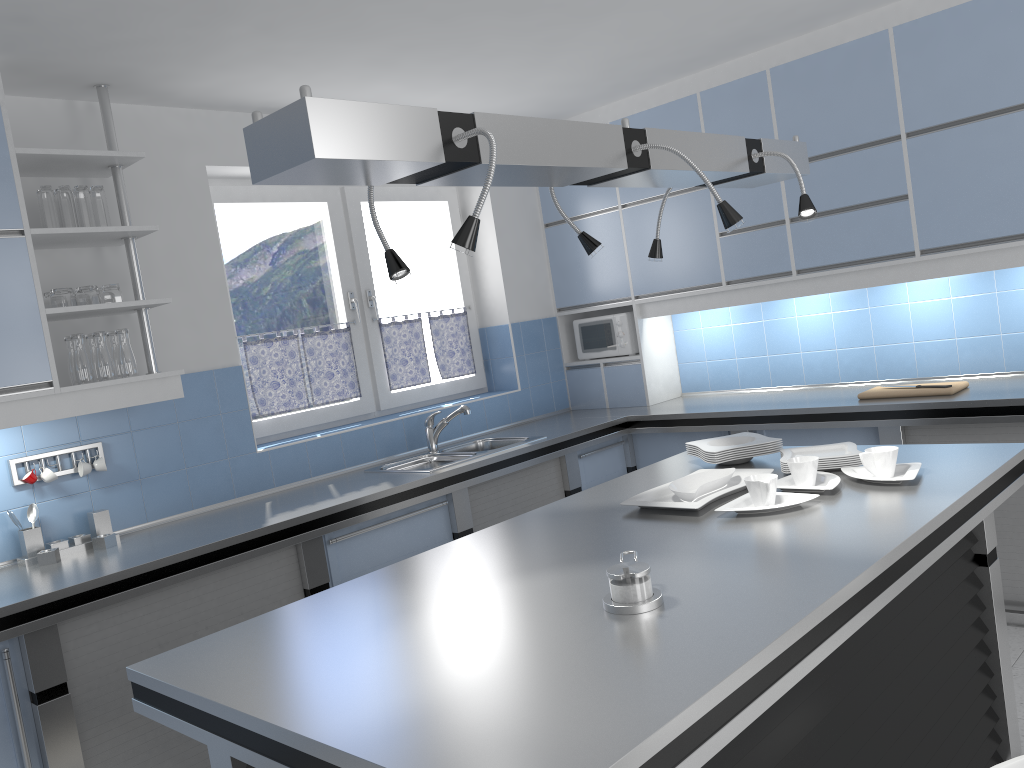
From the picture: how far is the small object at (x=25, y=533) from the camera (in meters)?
3.22

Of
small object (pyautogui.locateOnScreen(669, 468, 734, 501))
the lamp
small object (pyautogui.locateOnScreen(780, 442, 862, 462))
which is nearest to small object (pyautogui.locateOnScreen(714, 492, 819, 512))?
small object (pyautogui.locateOnScreen(669, 468, 734, 501))

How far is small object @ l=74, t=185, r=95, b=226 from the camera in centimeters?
331cm

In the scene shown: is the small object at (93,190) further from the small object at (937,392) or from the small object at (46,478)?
the small object at (937,392)

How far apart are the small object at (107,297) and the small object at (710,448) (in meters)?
2.23

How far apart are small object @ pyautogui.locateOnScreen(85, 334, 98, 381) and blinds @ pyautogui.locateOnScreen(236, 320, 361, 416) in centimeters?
98cm

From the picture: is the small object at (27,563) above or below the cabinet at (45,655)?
above

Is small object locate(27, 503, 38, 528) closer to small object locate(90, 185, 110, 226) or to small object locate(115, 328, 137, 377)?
small object locate(115, 328, 137, 377)

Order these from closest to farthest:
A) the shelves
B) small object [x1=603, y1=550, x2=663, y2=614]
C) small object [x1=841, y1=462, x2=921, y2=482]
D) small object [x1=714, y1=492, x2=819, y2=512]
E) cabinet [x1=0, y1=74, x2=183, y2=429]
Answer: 1. small object [x1=603, y1=550, x2=663, y2=614]
2. small object [x1=714, y1=492, x2=819, y2=512]
3. small object [x1=841, y1=462, x2=921, y2=482]
4. cabinet [x1=0, y1=74, x2=183, y2=429]
5. the shelves

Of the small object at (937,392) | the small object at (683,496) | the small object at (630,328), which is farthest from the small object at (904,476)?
the small object at (630,328)
